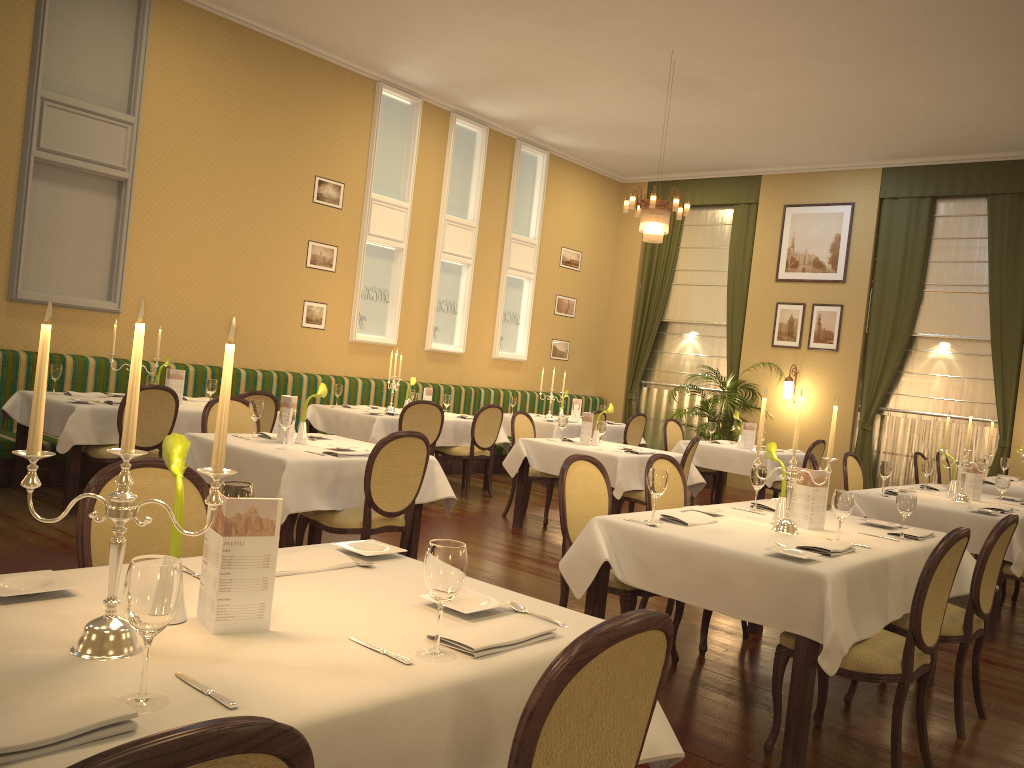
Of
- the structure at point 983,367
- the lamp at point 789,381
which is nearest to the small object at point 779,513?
the structure at point 983,367

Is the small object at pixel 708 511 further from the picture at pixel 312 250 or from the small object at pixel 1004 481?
the picture at pixel 312 250

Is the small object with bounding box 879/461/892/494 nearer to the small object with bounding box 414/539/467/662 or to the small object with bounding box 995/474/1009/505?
the small object with bounding box 995/474/1009/505

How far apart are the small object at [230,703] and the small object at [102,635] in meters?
0.1

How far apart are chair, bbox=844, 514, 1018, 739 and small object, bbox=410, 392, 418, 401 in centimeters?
547cm

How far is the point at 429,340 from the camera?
11.1m

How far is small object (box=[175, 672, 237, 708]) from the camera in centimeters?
142cm

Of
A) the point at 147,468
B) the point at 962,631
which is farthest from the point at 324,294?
the point at 962,631

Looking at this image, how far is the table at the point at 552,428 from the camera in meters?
10.2

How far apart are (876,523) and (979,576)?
0.7m
